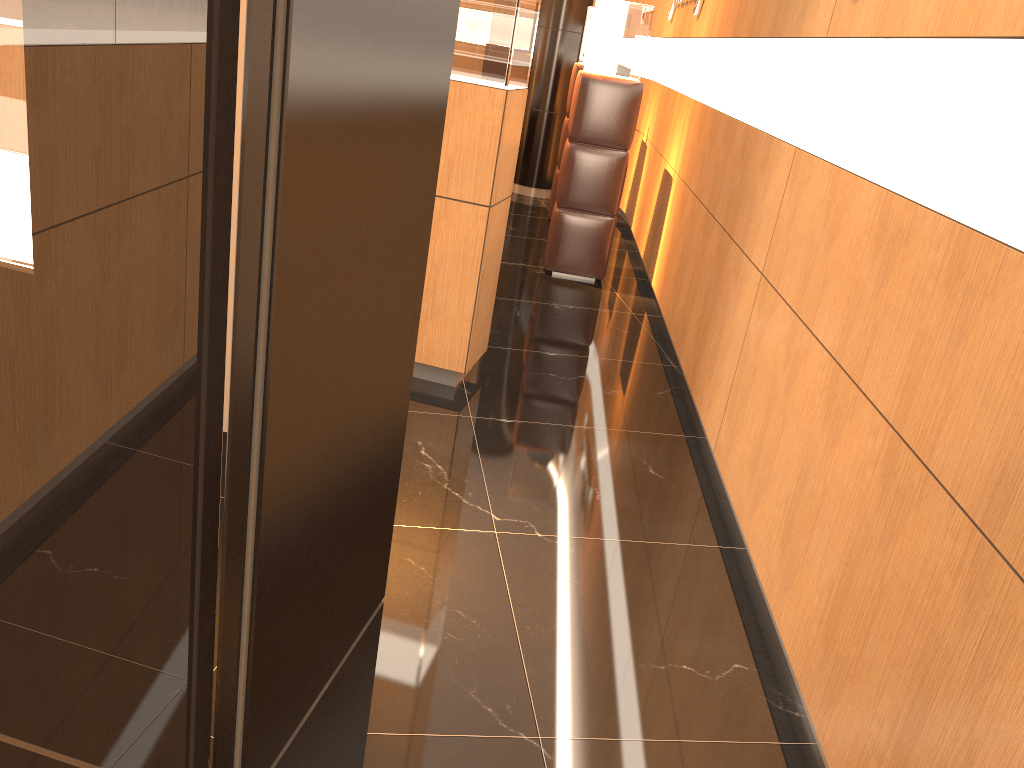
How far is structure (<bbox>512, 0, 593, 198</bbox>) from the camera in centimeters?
932cm

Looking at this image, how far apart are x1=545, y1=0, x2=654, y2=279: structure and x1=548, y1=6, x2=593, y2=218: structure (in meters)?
2.04

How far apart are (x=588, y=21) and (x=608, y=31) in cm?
209

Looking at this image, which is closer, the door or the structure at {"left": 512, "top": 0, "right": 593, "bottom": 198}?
the door

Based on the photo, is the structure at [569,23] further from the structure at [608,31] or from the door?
the door

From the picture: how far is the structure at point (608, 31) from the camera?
6.2m

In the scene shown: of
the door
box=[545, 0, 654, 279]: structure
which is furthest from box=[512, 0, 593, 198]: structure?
the door

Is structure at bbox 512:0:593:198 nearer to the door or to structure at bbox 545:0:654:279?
structure at bbox 545:0:654:279

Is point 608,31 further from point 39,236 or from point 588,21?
point 39,236

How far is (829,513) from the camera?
2.5m
